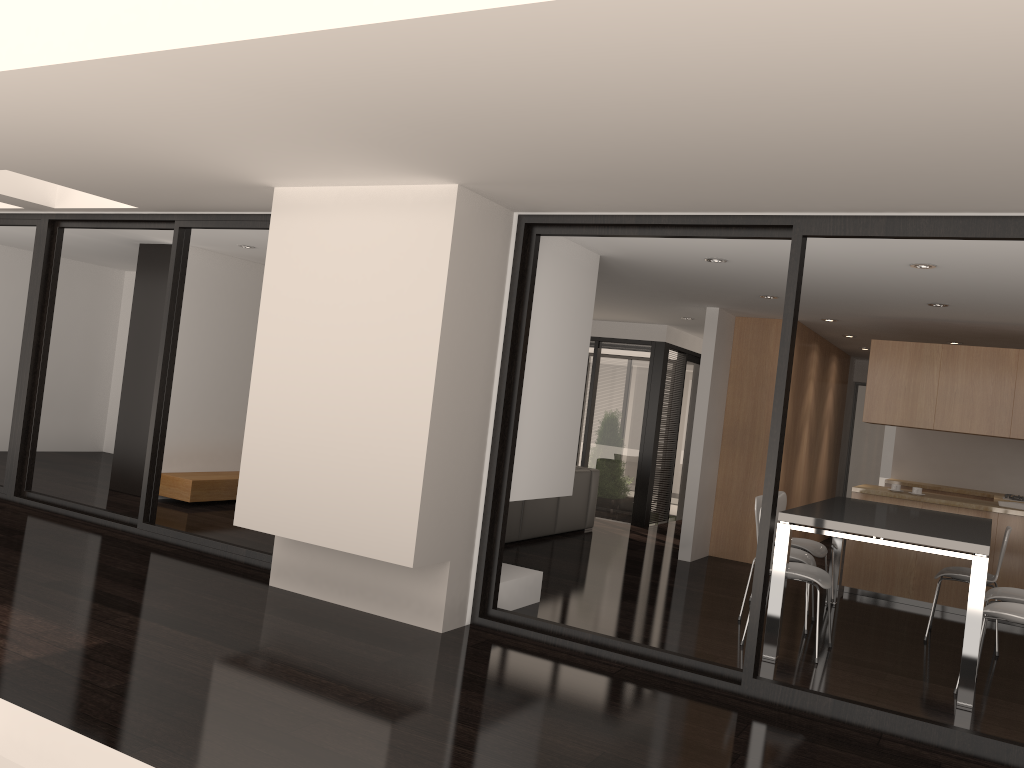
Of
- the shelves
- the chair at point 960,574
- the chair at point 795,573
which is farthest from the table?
the shelves

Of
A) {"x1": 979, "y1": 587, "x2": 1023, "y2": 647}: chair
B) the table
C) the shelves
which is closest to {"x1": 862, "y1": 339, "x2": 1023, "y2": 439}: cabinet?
the table

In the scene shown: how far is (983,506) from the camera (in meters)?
7.18

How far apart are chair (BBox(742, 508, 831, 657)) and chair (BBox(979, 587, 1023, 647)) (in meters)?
0.99

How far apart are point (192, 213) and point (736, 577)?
5.4m

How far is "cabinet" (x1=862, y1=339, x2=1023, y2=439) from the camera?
7.2m

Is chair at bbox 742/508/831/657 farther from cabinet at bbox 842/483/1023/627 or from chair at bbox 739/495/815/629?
cabinet at bbox 842/483/1023/627

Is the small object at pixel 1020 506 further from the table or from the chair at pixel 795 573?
the chair at pixel 795 573

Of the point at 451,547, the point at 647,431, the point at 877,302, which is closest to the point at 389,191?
the point at 451,547

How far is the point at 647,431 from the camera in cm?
1050
